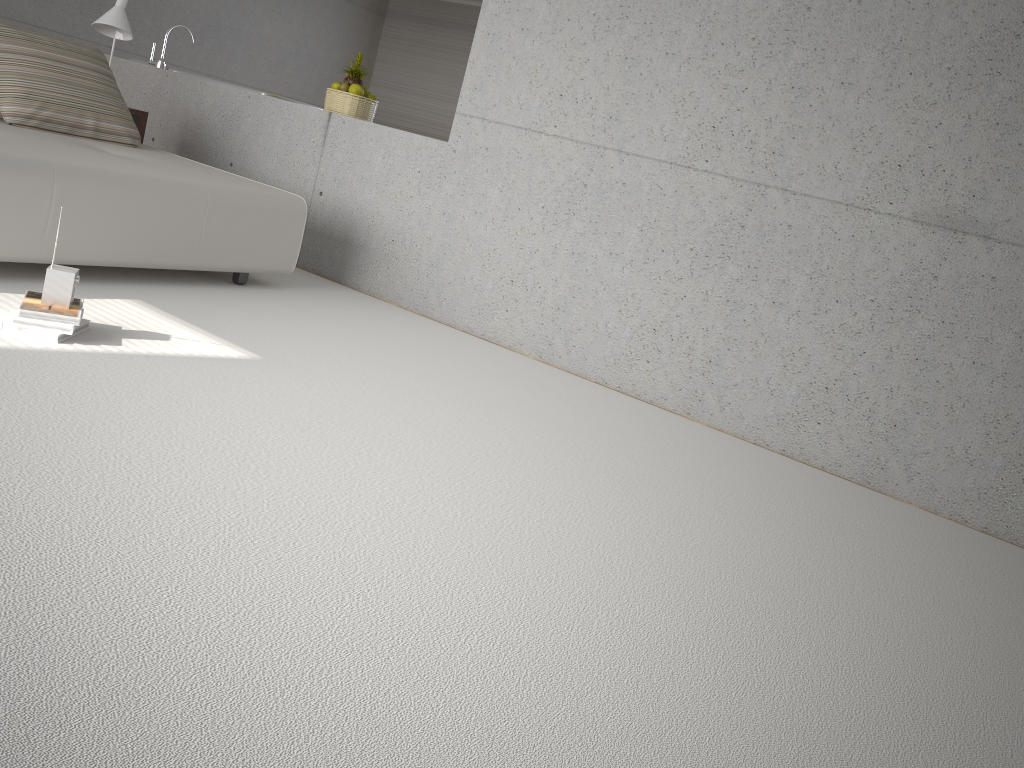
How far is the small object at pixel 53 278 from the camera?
3.0 meters

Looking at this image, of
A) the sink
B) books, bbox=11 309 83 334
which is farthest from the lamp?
books, bbox=11 309 83 334

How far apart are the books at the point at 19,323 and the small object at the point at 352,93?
3.2m

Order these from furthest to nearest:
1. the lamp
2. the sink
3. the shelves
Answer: the sink, the shelves, the lamp

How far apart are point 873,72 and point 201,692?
3.68m

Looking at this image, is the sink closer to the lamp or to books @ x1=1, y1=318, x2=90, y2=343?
the lamp

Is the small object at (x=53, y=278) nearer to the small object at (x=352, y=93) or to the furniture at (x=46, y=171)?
the furniture at (x=46, y=171)

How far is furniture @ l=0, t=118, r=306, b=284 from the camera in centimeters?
352cm

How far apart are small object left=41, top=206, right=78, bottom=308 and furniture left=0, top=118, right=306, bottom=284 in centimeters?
57cm

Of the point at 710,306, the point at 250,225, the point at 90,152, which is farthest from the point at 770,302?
the point at 90,152
